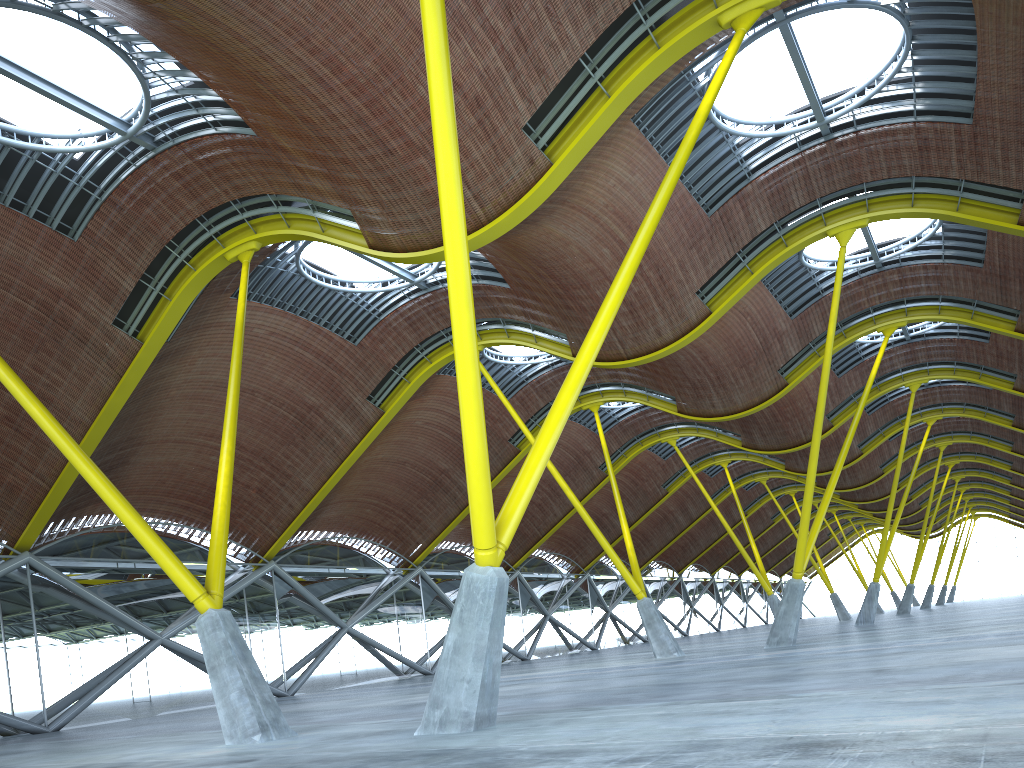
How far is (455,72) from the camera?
18.9 meters
